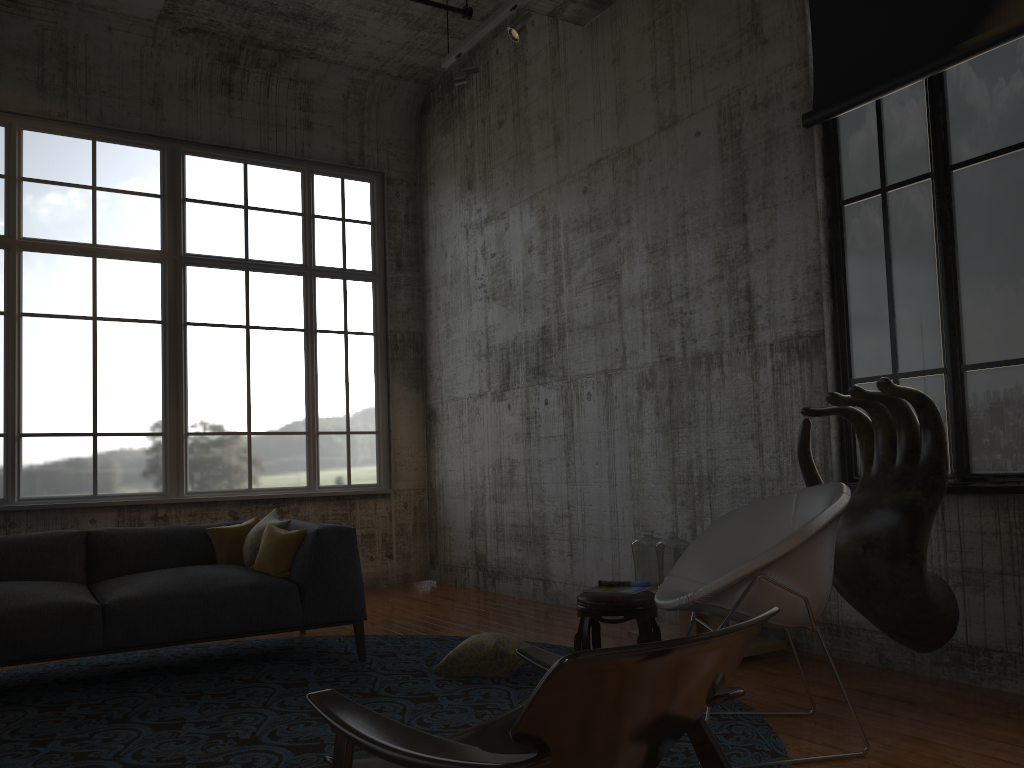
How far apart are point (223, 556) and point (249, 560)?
0.3 meters

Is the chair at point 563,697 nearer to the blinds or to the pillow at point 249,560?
the pillow at point 249,560

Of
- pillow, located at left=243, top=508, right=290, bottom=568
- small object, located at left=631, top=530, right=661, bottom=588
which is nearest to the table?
small object, located at left=631, top=530, right=661, bottom=588

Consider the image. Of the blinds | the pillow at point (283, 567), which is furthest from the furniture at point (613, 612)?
the blinds

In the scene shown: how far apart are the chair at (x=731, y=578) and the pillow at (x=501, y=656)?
1.3 meters

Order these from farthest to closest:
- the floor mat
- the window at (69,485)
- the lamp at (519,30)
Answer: the window at (69,485), the lamp at (519,30), the floor mat

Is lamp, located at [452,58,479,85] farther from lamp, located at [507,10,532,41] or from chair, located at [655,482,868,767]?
chair, located at [655,482,868,767]

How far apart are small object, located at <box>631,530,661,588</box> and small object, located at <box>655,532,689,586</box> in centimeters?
10cm

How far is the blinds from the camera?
4.30m

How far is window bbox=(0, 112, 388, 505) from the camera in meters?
7.7
